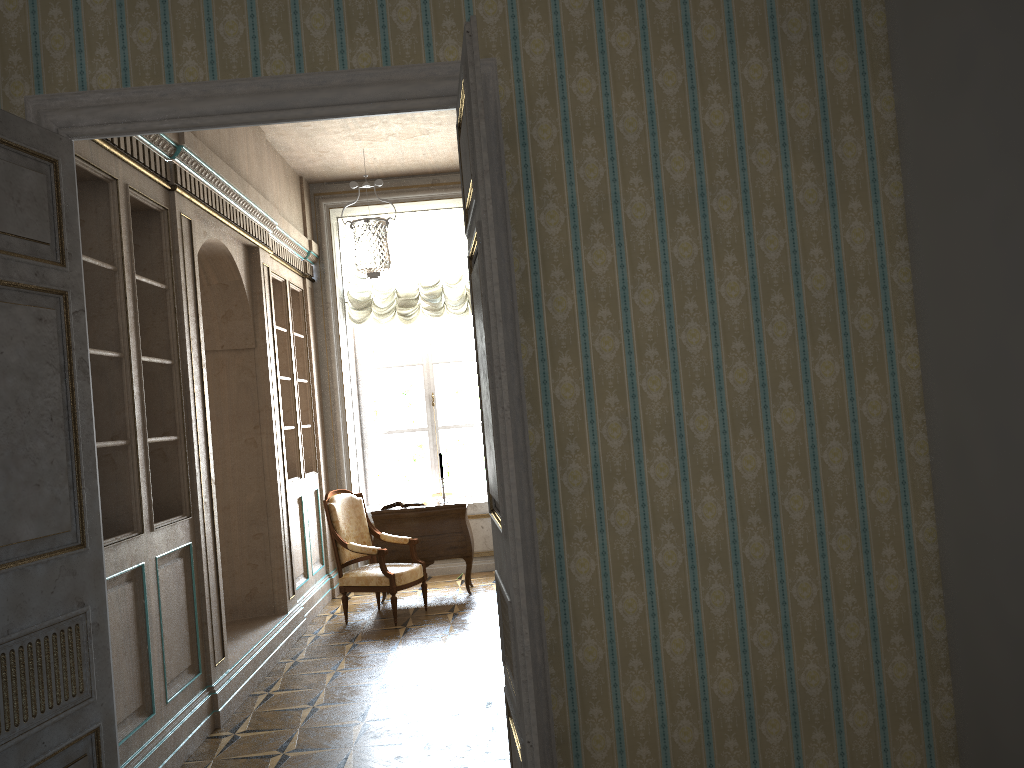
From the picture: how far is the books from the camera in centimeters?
753cm

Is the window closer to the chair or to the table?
the table

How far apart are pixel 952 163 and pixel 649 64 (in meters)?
1.09

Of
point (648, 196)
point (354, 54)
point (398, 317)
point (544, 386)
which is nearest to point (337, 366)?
point (398, 317)

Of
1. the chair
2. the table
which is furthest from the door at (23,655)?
→ the table

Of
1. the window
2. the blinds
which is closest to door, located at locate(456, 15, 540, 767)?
the blinds

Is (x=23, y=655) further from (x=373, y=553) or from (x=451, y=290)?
(x=451, y=290)

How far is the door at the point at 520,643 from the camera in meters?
2.5

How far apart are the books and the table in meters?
0.1 m

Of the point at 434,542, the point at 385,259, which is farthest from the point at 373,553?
the point at 385,259
